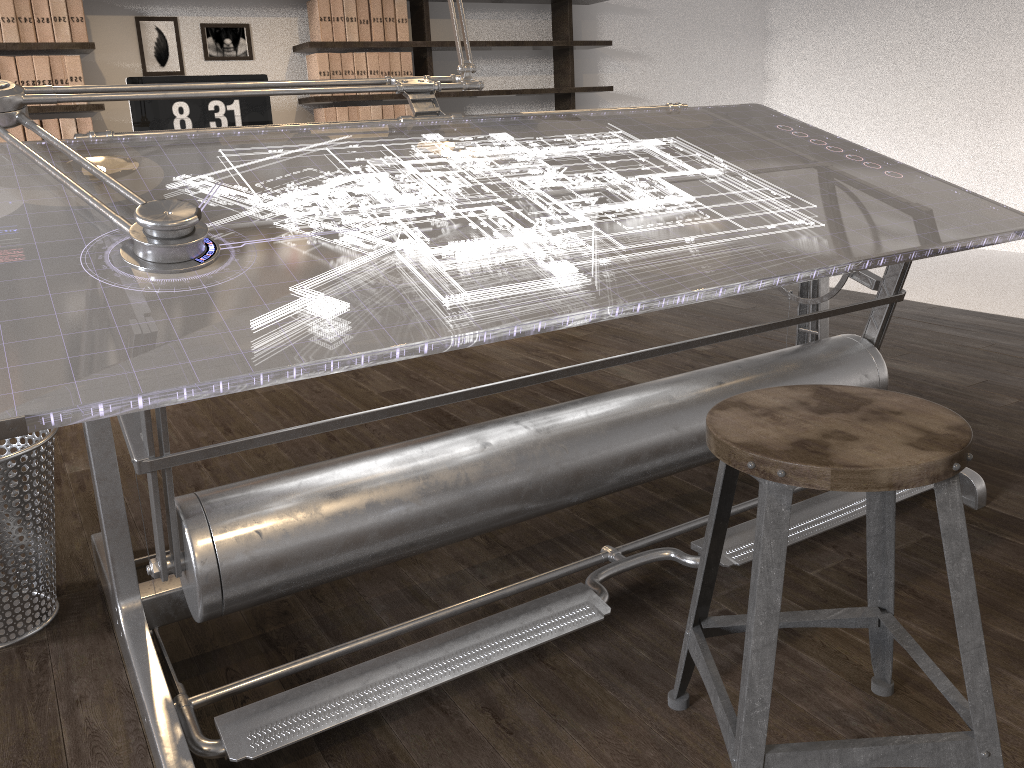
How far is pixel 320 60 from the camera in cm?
456

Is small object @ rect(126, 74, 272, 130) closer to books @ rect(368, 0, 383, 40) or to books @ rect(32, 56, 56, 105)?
books @ rect(32, 56, 56, 105)

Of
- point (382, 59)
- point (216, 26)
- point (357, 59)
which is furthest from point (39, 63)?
point (382, 59)

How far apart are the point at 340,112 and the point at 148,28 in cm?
99

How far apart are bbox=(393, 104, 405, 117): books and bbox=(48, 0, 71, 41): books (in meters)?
1.62

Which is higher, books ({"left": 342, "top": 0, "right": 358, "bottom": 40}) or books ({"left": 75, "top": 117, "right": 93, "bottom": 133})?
books ({"left": 342, "top": 0, "right": 358, "bottom": 40})

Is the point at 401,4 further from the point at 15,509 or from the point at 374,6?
the point at 15,509

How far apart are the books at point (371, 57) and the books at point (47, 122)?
1.56m

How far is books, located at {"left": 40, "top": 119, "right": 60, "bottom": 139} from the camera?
4.0m

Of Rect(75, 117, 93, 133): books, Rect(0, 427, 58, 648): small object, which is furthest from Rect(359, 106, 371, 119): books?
Rect(0, 427, 58, 648): small object
